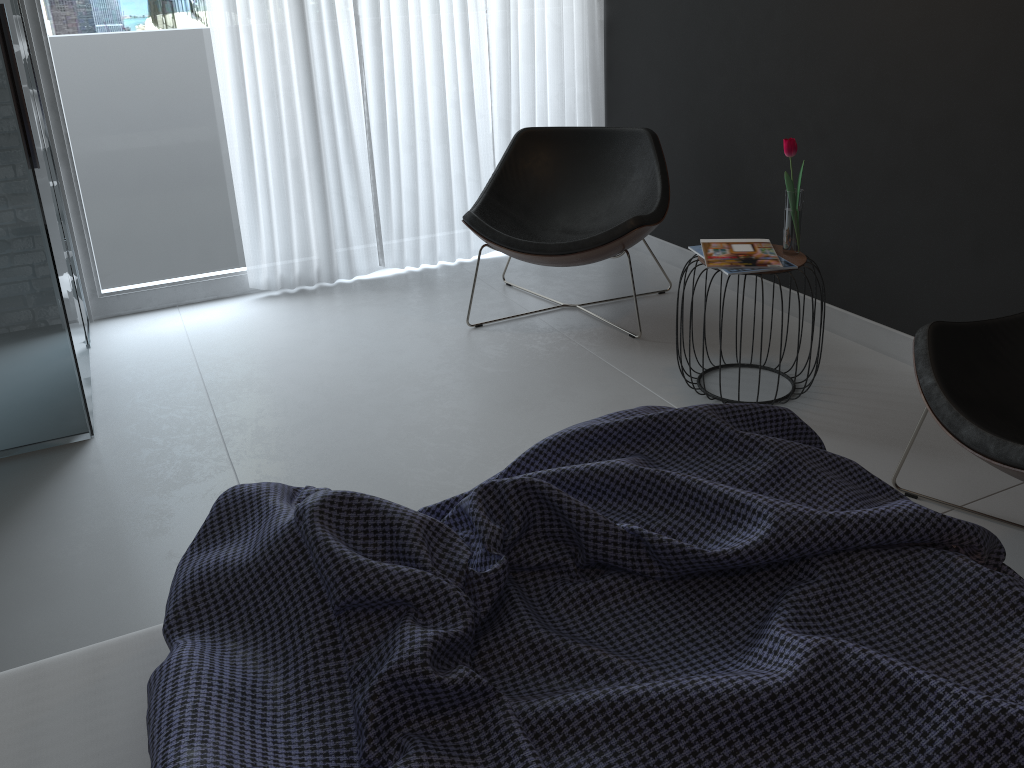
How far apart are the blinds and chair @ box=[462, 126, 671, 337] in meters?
0.4

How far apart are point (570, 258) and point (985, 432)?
1.7m

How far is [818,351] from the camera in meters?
2.7 m

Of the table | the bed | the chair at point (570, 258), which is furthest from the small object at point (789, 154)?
the bed

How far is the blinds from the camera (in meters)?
3.65

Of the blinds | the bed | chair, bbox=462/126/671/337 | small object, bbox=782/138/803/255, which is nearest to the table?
small object, bbox=782/138/803/255

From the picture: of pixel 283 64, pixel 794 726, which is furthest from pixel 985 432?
pixel 283 64

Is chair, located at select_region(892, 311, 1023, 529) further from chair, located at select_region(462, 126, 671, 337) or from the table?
chair, located at select_region(462, 126, 671, 337)

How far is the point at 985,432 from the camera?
1.75m

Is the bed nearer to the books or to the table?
the books
